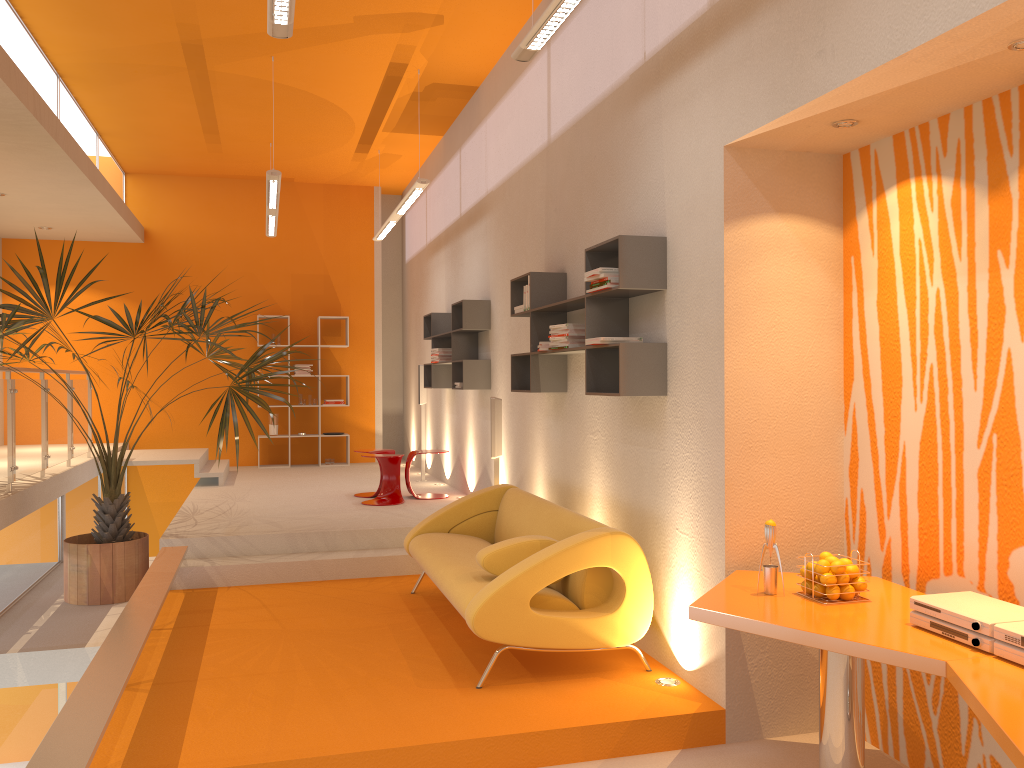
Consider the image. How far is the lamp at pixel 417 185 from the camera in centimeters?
764cm

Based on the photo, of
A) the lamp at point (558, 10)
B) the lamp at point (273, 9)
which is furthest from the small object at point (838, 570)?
the lamp at point (273, 9)

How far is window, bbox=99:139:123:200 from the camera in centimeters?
1005cm

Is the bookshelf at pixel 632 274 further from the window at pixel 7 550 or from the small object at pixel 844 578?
the window at pixel 7 550

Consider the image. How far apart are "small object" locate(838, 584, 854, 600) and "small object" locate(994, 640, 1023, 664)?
0.7 meters

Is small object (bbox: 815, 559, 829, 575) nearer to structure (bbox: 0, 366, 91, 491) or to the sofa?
the sofa

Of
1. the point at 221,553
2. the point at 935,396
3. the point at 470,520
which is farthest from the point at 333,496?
the point at 935,396

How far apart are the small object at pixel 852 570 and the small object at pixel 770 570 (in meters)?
0.26

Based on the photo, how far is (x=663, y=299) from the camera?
4.4 meters

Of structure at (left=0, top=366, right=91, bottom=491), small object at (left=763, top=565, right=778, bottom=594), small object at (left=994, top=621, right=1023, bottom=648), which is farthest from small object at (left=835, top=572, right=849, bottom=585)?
structure at (left=0, top=366, right=91, bottom=491)
